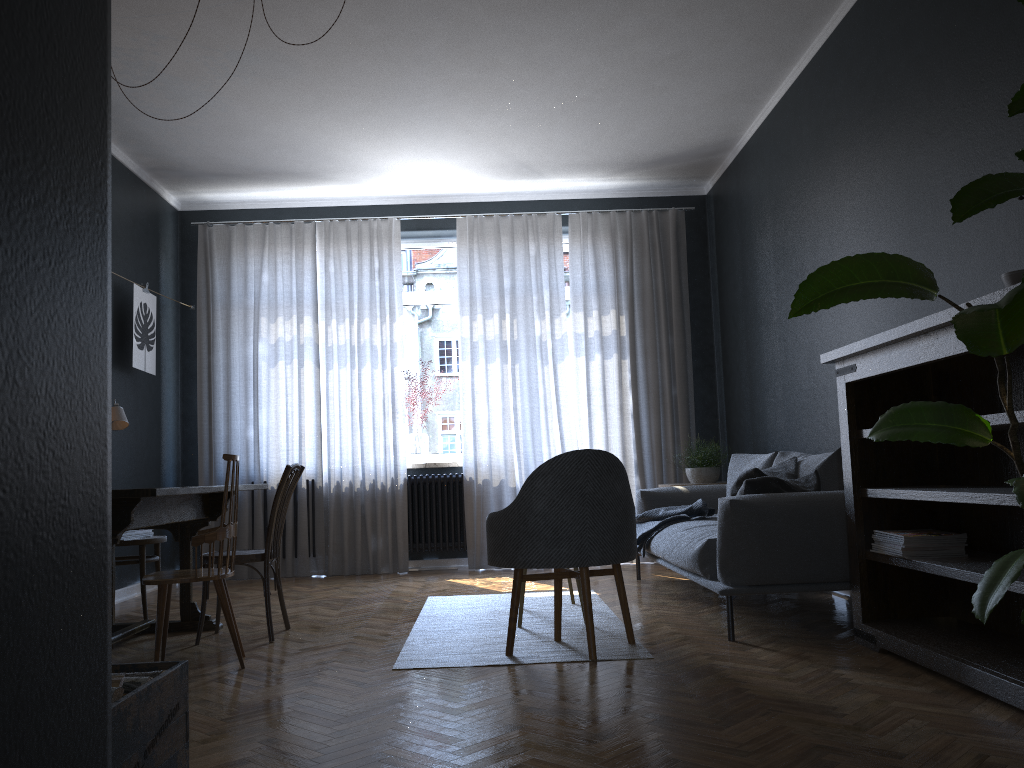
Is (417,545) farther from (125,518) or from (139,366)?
(125,518)

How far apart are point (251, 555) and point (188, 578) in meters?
0.7

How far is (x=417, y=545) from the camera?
6.8 meters

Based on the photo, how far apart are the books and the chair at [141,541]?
3.7m

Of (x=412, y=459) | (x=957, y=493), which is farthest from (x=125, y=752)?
(x=412, y=459)

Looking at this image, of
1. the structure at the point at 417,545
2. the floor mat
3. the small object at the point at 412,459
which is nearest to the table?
the floor mat

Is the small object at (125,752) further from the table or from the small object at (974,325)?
the small object at (974,325)

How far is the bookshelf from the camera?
2.8 meters

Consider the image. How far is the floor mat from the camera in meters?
3.5 m

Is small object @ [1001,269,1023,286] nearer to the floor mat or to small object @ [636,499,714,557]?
the floor mat
